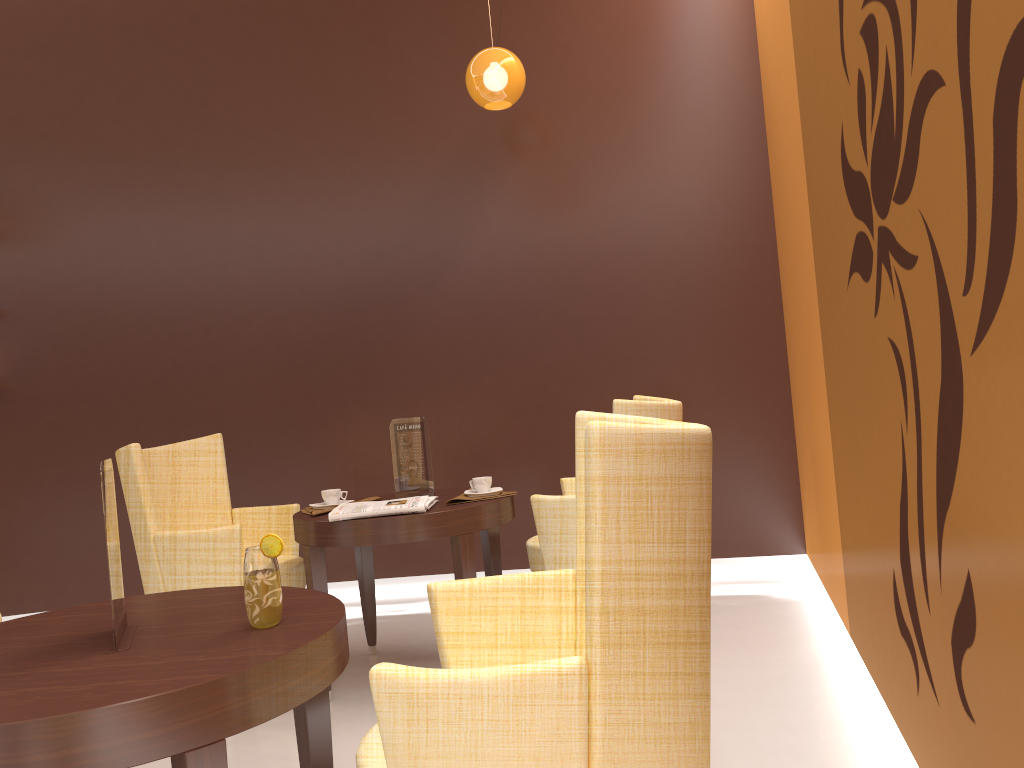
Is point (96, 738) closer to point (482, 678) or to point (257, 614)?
point (257, 614)

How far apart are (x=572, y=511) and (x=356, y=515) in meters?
0.8

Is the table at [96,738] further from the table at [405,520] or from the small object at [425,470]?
the small object at [425,470]

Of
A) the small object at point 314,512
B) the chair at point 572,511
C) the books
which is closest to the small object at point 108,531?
the books

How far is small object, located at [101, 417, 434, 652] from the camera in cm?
159

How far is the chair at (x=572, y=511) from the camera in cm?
330

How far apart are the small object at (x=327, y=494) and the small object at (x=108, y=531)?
1.7m

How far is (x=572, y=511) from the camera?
3.30m

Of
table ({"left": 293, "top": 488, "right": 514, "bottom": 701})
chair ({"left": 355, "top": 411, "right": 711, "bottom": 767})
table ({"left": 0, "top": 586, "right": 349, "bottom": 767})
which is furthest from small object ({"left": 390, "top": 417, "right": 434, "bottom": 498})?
chair ({"left": 355, "top": 411, "right": 711, "bottom": 767})

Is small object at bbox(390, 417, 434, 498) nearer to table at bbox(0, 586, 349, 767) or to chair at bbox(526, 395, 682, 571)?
chair at bbox(526, 395, 682, 571)
